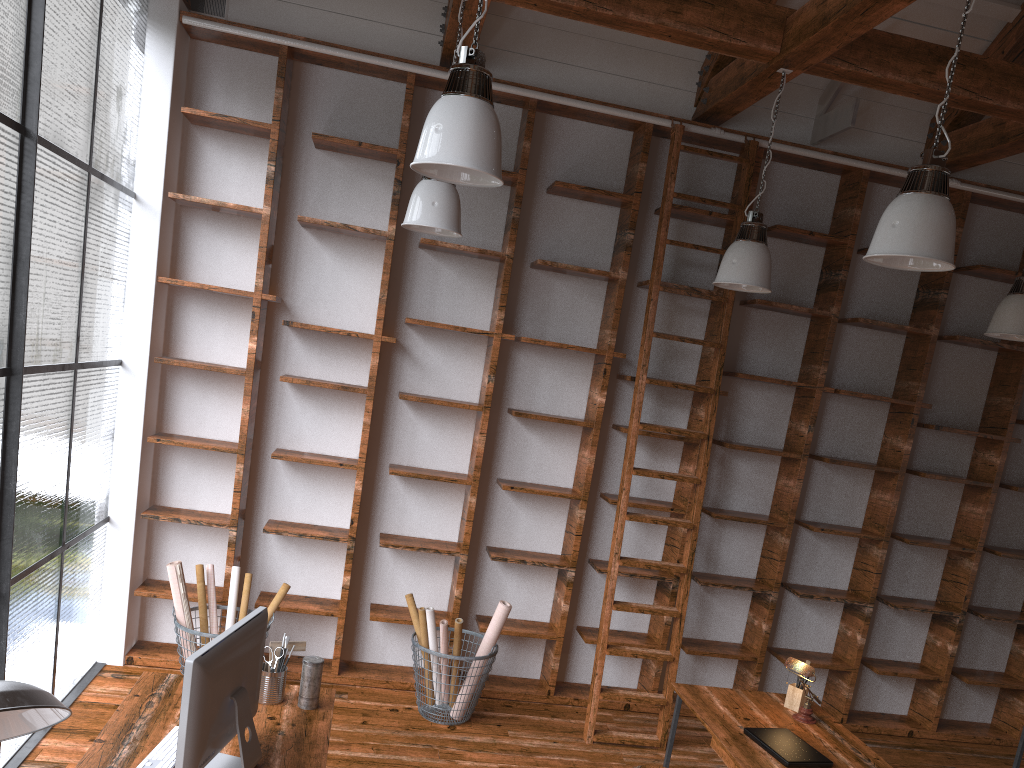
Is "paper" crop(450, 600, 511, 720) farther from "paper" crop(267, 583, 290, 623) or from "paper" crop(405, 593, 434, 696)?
"paper" crop(267, 583, 290, 623)

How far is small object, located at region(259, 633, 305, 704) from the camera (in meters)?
3.12

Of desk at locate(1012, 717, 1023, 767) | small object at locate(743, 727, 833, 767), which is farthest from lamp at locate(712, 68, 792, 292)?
desk at locate(1012, 717, 1023, 767)

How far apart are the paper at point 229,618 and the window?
0.71m

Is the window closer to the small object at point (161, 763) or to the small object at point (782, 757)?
the small object at point (161, 763)

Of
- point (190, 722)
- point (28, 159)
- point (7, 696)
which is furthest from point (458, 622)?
point (7, 696)

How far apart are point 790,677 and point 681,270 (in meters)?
2.76

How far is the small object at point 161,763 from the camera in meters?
2.6 m

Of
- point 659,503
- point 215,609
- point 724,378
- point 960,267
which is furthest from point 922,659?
point 215,609

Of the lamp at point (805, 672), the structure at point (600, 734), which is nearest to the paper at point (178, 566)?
the structure at point (600, 734)
